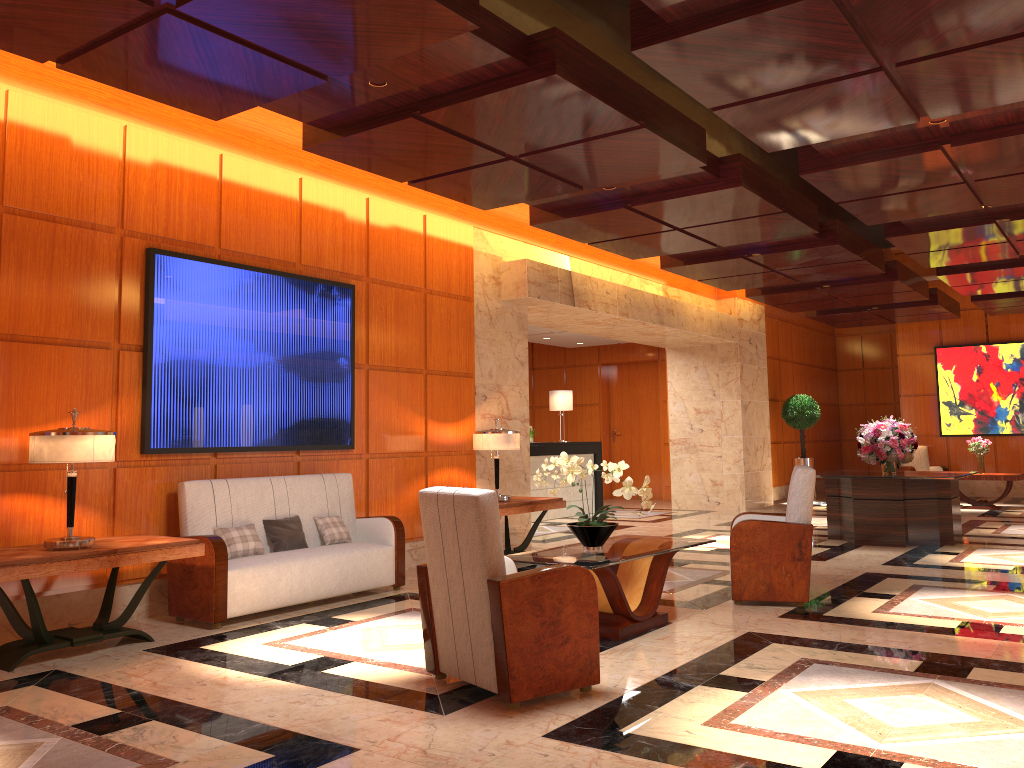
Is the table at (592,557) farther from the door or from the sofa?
the door

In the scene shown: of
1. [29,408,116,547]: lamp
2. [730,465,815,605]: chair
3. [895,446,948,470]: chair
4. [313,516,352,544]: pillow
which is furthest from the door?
[29,408,116,547]: lamp

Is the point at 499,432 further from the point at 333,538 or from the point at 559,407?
the point at 559,407

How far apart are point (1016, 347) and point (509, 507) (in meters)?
12.54

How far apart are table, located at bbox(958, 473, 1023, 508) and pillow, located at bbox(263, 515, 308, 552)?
11.5 meters

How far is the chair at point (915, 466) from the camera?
16.7m

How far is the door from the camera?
17.3 meters

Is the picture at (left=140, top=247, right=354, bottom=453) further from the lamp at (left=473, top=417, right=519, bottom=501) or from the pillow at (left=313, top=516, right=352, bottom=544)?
the lamp at (left=473, top=417, right=519, bottom=501)

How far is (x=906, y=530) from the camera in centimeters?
945cm

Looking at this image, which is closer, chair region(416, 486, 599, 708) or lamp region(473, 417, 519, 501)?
chair region(416, 486, 599, 708)
